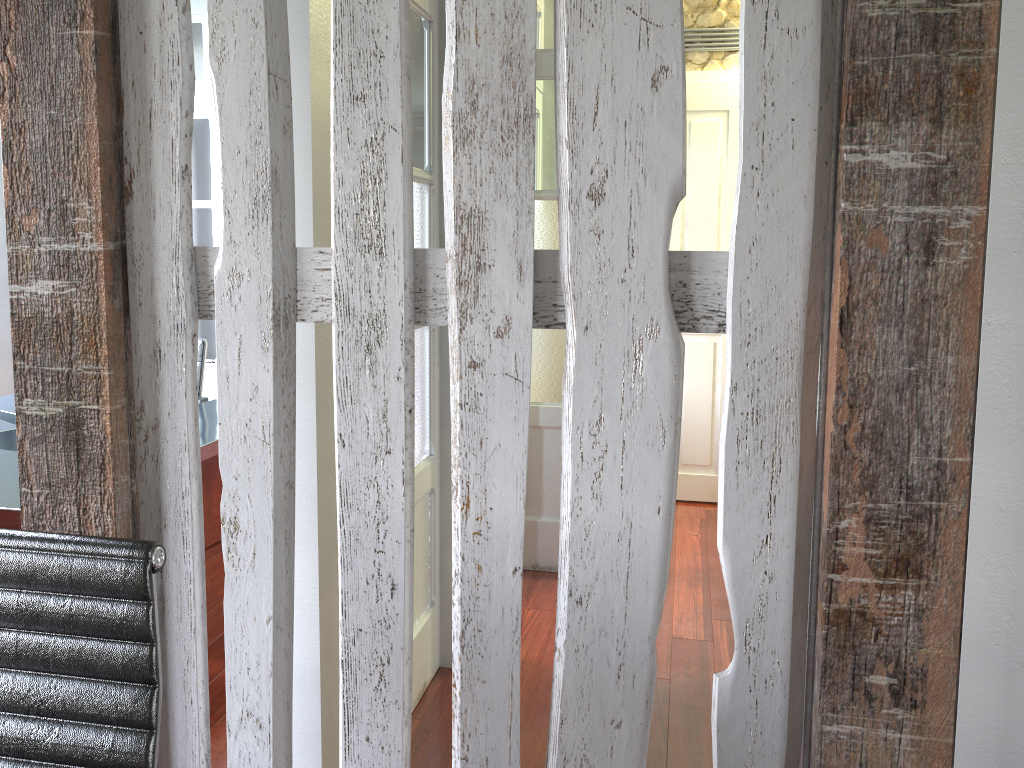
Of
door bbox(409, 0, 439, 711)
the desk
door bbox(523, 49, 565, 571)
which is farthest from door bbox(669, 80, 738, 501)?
the desk

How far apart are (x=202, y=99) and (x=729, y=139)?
2.8 meters

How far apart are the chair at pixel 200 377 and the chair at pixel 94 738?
3.3 meters

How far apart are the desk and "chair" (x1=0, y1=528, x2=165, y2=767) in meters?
1.5

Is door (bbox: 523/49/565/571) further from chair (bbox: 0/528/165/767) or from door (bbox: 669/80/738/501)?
chair (bbox: 0/528/165/767)

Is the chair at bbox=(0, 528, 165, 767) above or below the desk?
above

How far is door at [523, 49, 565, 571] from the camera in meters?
3.6

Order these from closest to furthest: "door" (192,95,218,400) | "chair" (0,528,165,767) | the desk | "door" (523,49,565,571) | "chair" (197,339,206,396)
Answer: "chair" (0,528,165,767) → the desk → "door" (523,49,565,571) → "chair" (197,339,206,396) → "door" (192,95,218,400)

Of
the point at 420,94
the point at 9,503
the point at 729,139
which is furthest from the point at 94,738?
the point at 729,139

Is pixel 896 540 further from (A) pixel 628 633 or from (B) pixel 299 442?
(B) pixel 299 442
